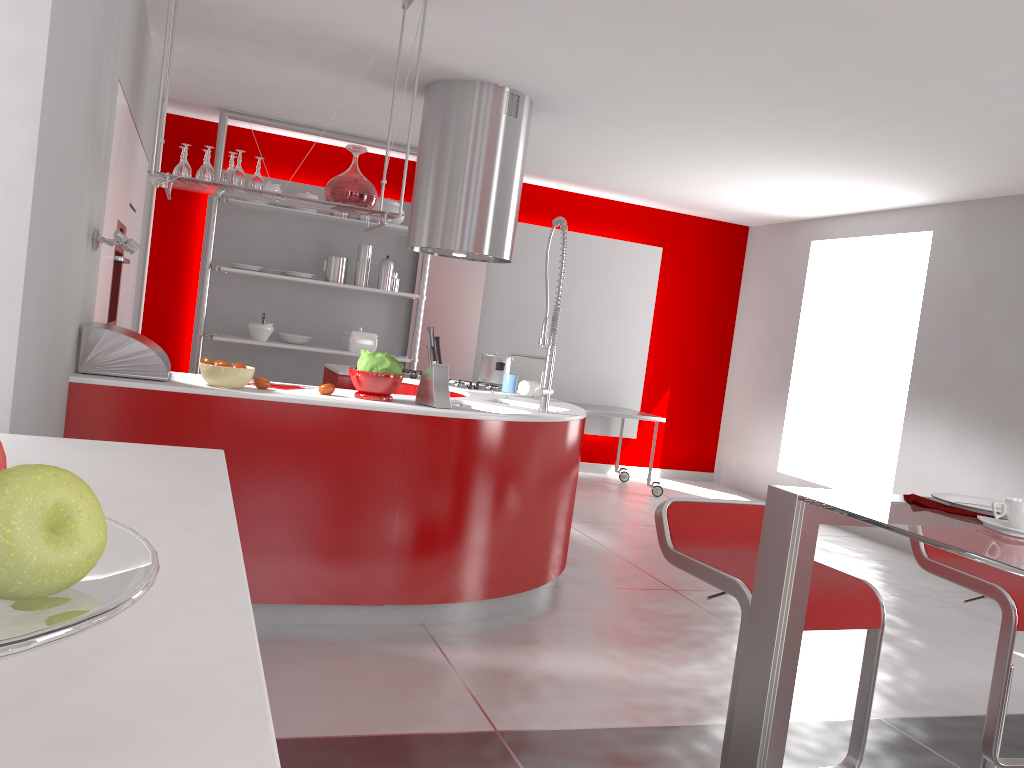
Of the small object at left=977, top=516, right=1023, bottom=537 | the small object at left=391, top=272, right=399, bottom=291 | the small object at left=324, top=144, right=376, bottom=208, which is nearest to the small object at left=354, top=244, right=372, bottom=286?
the small object at left=391, top=272, right=399, bottom=291

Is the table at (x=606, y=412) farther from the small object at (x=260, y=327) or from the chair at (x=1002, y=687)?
the chair at (x=1002, y=687)

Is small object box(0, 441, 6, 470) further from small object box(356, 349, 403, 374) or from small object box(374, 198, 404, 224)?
small object box(374, 198, 404, 224)

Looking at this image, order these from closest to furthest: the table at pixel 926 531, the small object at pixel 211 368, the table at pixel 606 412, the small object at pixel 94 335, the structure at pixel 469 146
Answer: the table at pixel 926 531 < the small object at pixel 94 335 < the small object at pixel 211 368 < the structure at pixel 469 146 < the table at pixel 606 412

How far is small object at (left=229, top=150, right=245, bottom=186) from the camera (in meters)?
3.30

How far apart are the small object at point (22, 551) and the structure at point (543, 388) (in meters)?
3.52

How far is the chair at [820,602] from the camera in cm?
203

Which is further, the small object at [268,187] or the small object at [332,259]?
the small object at [332,259]

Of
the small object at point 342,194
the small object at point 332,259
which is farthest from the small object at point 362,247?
the small object at point 342,194

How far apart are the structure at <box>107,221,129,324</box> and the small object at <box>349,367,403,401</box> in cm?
147
